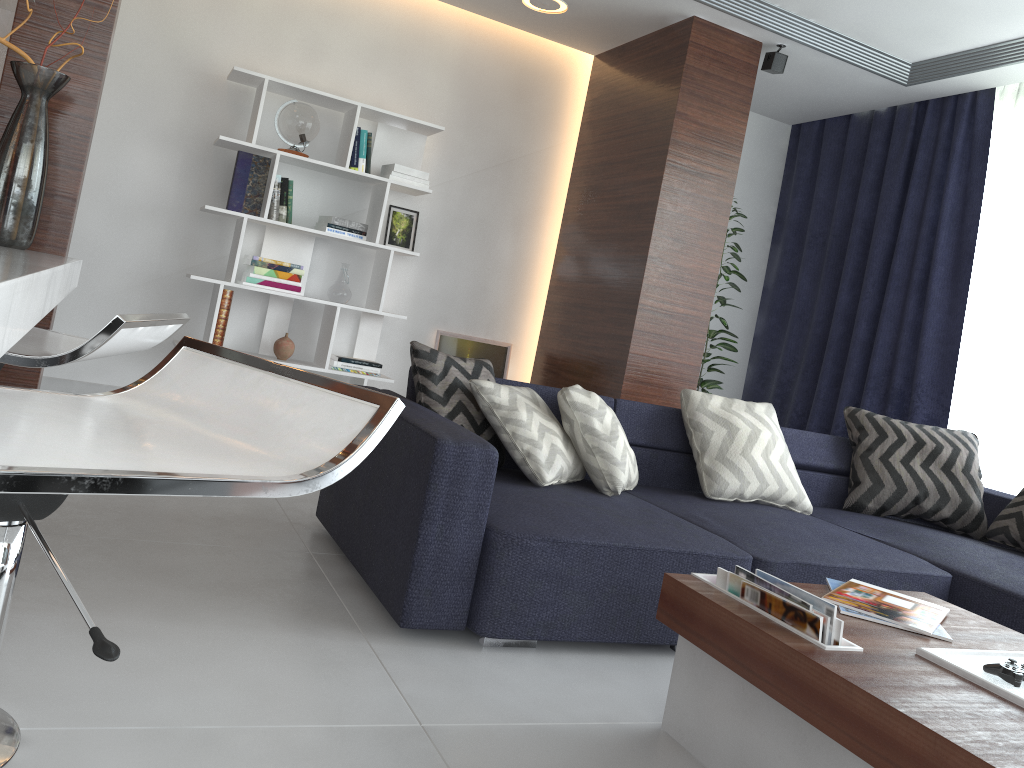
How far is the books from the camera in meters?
1.7

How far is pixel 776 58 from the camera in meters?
4.6 m

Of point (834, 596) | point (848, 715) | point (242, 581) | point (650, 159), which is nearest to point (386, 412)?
point (848, 715)

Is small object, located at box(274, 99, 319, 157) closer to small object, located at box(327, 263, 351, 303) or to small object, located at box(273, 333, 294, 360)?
small object, located at box(327, 263, 351, 303)

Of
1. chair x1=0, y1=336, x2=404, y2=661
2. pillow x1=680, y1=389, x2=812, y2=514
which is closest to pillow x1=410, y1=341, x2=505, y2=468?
pillow x1=680, y1=389, x2=812, y2=514

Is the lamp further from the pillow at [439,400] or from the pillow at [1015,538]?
the pillow at [1015,538]

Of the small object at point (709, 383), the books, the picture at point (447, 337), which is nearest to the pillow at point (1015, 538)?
the books

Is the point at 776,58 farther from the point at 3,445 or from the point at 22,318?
the point at 3,445

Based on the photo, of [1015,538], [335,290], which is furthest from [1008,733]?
[335,290]

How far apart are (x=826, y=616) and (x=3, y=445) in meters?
1.5 m
